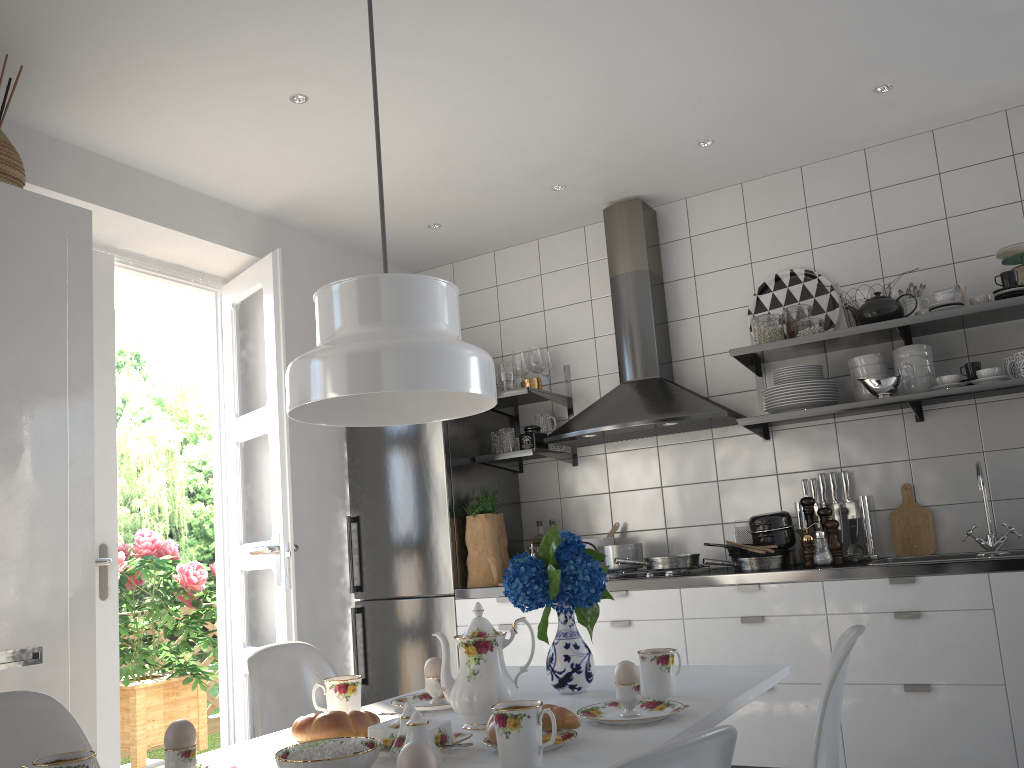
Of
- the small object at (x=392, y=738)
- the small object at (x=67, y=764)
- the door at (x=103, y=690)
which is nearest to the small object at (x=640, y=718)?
the small object at (x=392, y=738)

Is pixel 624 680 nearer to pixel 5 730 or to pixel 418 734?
pixel 418 734

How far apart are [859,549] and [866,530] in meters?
0.1

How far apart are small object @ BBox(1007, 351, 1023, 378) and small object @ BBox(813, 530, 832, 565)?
0.9 meters

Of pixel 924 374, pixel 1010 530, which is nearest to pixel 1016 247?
pixel 924 374

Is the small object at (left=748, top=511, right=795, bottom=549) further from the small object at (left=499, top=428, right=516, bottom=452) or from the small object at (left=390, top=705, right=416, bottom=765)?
the small object at (left=390, top=705, right=416, bottom=765)

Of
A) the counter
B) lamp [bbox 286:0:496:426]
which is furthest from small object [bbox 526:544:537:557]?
lamp [bbox 286:0:496:426]

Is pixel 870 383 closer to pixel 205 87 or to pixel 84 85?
pixel 205 87

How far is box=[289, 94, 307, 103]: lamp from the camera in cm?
307

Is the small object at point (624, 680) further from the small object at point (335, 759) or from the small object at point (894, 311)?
the small object at point (894, 311)
